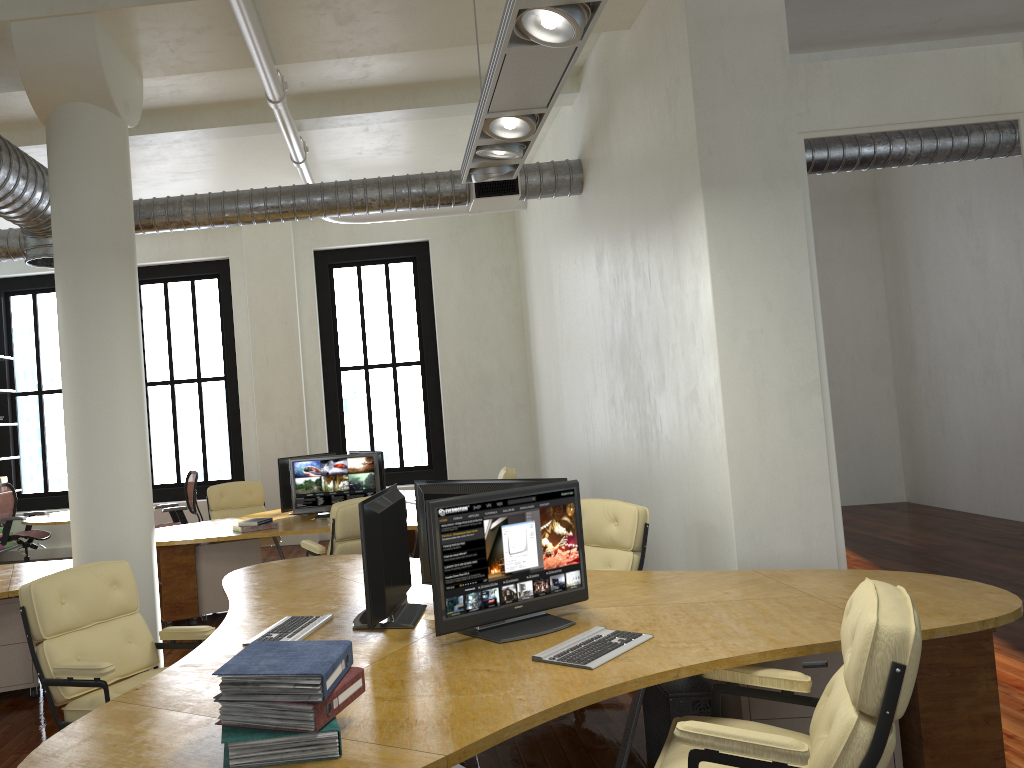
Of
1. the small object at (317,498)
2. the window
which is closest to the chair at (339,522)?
the small object at (317,498)

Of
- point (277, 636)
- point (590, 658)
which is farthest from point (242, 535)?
point (590, 658)

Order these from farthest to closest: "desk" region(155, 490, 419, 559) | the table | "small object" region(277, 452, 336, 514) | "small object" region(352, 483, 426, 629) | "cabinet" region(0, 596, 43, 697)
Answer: the table, "small object" region(277, 452, 336, 514), "desk" region(155, 490, 419, 559), "cabinet" region(0, 596, 43, 697), "small object" region(352, 483, 426, 629)

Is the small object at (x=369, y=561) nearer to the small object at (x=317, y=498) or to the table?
the small object at (x=317, y=498)

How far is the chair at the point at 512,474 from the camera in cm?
848

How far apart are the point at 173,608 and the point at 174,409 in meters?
5.5

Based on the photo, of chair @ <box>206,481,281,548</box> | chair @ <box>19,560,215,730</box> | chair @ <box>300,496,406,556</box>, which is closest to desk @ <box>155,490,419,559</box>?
chair @ <box>300,496,406,556</box>

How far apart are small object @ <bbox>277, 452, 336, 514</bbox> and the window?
4.0 meters

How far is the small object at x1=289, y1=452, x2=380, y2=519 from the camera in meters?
8.0

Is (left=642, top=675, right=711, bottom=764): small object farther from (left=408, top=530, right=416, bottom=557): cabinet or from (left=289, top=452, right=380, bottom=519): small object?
(left=408, top=530, right=416, bottom=557): cabinet
